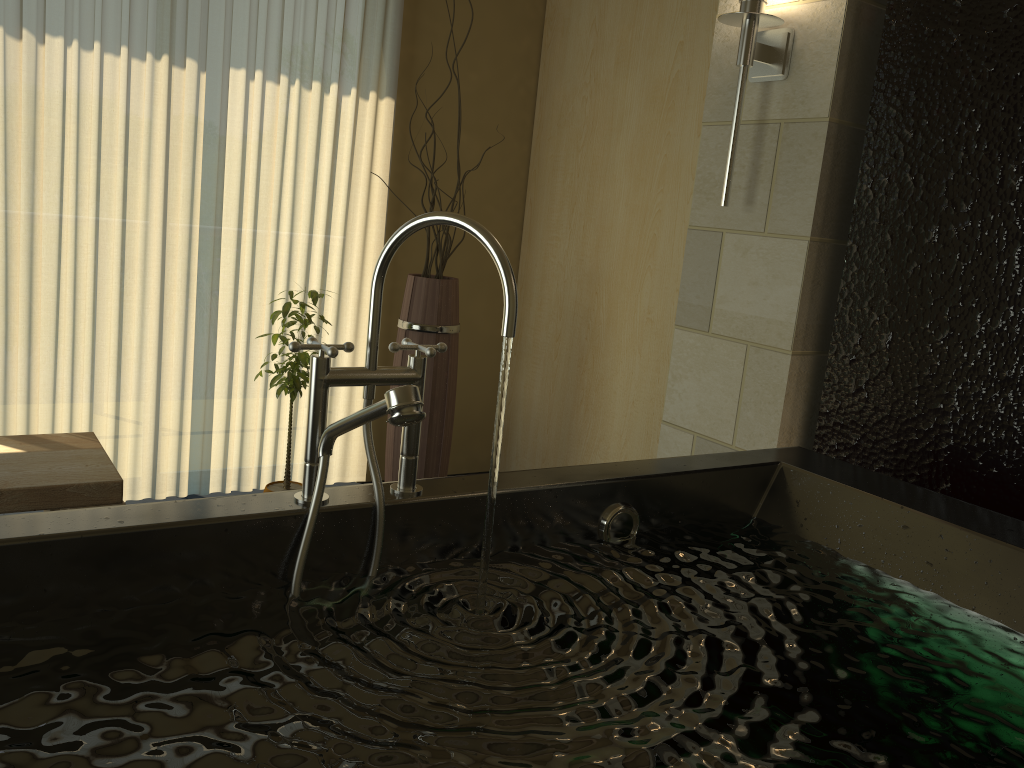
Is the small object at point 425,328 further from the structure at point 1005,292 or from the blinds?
the structure at point 1005,292

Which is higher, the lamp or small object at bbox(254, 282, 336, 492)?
the lamp

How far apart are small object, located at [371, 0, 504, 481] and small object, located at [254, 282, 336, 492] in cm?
32

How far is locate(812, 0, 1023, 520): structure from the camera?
1.95m

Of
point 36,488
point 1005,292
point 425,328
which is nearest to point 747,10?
point 1005,292

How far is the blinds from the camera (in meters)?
2.95

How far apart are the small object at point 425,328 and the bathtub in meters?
1.4

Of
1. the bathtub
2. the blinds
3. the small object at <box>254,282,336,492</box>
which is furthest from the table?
the bathtub

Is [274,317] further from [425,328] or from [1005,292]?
[1005,292]

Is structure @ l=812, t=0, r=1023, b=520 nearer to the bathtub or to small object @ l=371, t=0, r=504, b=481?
the bathtub
